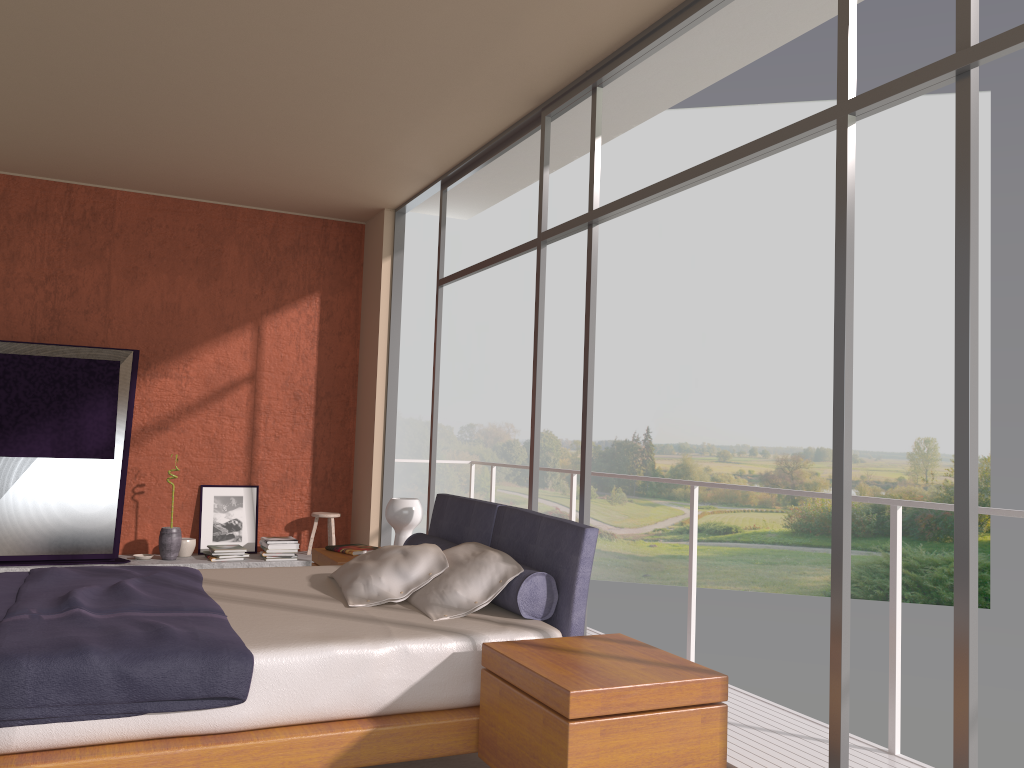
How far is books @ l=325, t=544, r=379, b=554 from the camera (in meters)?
5.21

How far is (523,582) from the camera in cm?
347

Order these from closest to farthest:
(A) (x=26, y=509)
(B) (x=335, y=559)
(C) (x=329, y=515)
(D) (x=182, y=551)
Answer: (B) (x=335, y=559) < (A) (x=26, y=509) < (D) (x=182, y=551) < (C) (x=329, y=515)

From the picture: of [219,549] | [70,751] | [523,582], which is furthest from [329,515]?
[70,751]

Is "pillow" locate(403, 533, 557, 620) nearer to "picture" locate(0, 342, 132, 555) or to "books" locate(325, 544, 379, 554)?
"books" locate(325, 544, 379, 554)

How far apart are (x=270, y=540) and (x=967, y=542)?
5.5m

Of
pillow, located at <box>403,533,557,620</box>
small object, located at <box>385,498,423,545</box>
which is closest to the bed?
pillow, located at <box>403,533,557,620</box>

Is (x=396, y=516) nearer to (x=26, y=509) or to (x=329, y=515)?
(x=329, y=515)

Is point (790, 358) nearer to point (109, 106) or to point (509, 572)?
point (109, 106)

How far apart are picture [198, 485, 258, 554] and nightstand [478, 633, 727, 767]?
4.7m
